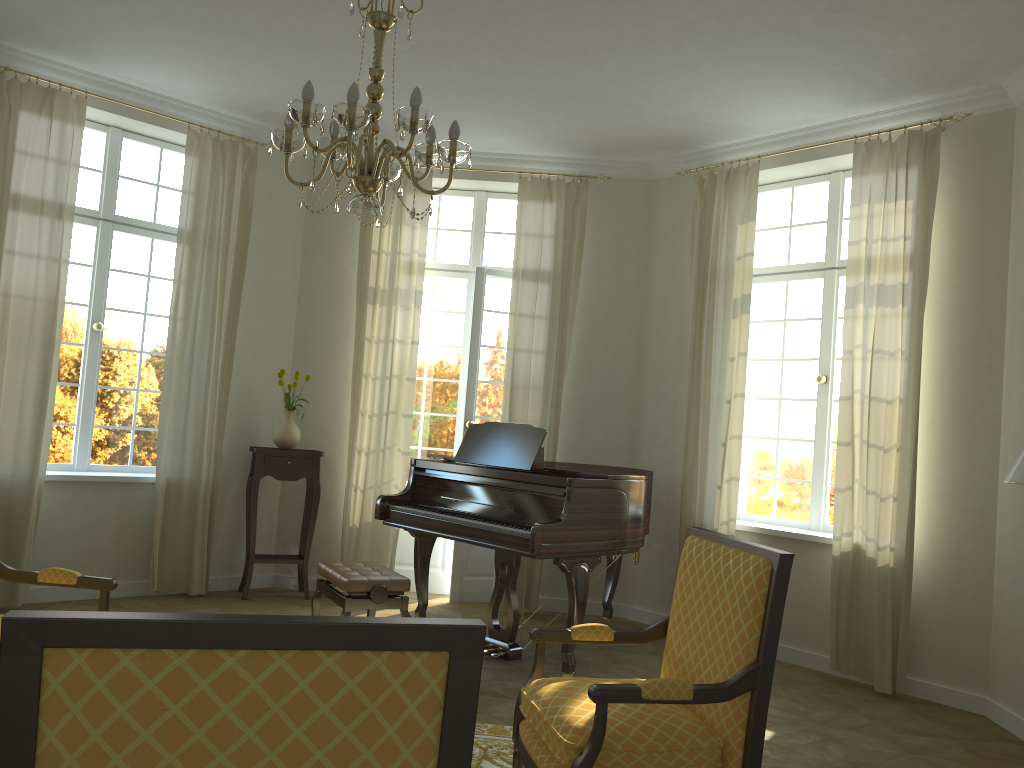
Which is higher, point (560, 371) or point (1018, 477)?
point (560, 371)

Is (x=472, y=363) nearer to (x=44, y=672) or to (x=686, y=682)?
(x=686, y=682)

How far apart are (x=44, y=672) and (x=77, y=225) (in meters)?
5.97

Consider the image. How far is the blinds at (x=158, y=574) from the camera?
6.4 meters

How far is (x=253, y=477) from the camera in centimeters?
658cm

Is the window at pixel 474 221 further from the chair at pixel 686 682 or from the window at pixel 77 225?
the chair at pixel 686 682

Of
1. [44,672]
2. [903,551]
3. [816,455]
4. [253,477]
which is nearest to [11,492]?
[253,477]

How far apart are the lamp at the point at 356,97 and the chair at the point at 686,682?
1.6m

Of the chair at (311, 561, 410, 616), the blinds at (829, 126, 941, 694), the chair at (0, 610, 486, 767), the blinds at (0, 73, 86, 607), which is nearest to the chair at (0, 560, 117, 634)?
the chair at (311, 561, 410, 616)

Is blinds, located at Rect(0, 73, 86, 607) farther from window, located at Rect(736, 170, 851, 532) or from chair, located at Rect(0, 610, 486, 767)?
chair, located at Rect(0, 610, 486, 767)
